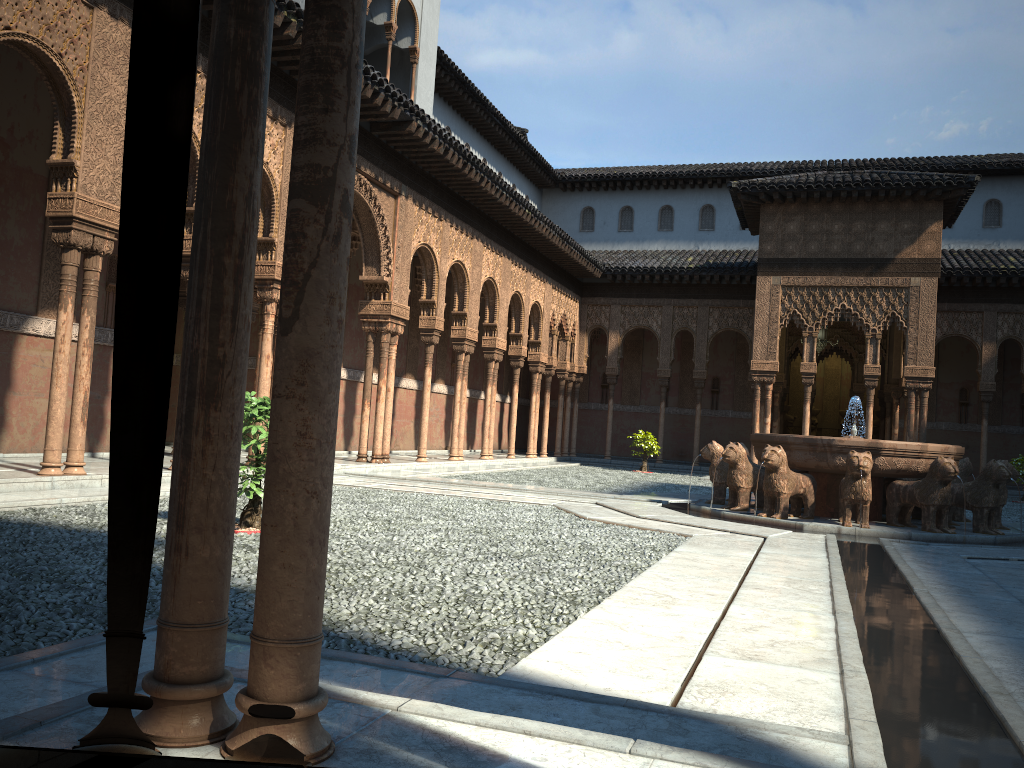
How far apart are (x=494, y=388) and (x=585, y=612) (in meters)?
18.50

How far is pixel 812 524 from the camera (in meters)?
11.15

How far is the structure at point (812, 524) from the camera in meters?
11.2 m

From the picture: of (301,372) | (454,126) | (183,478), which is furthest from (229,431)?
(454,126)

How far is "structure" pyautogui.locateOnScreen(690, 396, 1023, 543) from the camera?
11.15m
